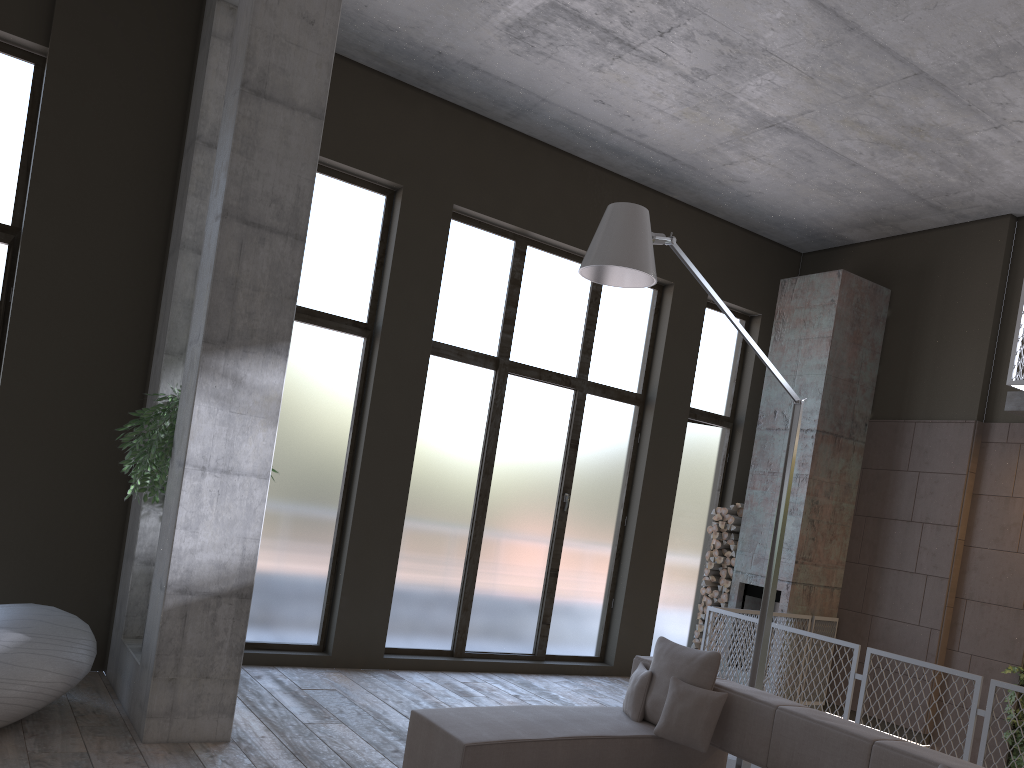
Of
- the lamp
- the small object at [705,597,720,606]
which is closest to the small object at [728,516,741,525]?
the small object at [705,597,720,606]

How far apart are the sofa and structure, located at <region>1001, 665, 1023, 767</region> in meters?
3.8

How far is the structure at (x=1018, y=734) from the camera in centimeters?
748cm

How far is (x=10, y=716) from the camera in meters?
4.5

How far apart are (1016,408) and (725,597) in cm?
351

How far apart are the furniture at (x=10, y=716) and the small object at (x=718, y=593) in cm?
646

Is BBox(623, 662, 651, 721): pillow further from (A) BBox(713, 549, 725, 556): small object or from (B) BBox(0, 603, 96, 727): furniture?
(A) BBox(713, 549, 725, 556): small object

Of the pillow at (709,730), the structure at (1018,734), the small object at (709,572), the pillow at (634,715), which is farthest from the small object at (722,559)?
the pillow at (709,730)

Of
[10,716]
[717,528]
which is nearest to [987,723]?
[717,528]

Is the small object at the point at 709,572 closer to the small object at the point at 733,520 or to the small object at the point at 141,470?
the small object at the point at 733,520
